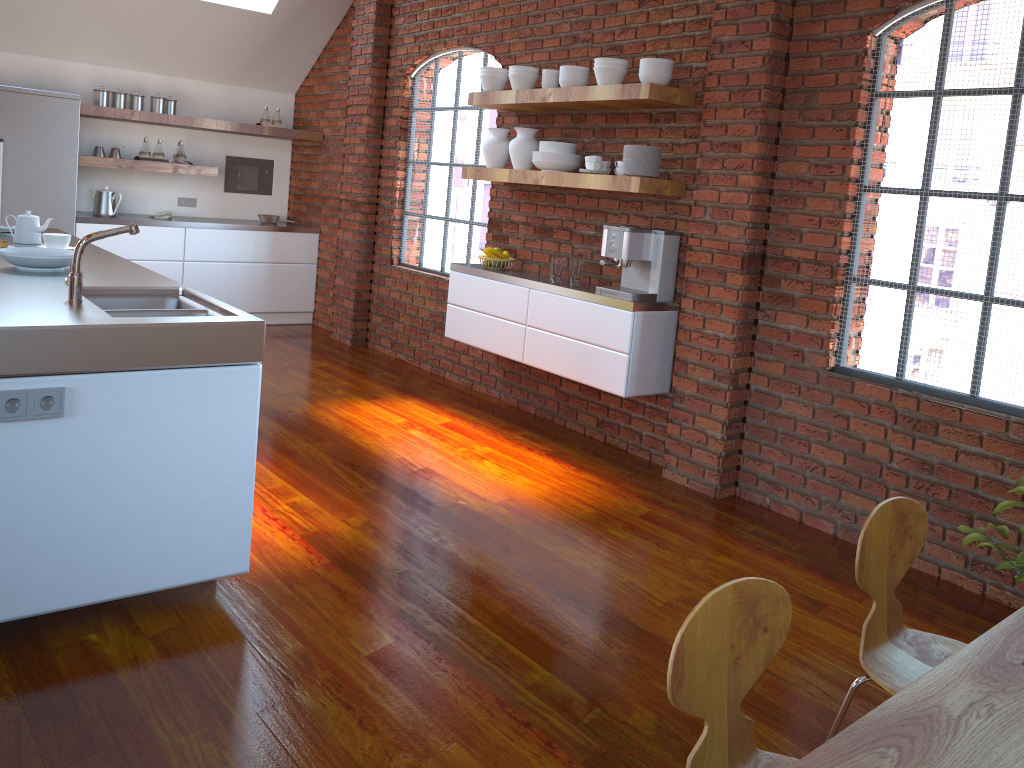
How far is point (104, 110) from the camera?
6.5m

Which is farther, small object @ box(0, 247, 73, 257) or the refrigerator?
the refrigerator

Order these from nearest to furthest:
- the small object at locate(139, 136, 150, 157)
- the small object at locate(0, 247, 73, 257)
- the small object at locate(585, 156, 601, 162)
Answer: the small object at locate(0, 247, 73, 257)
the small object at locate(585, 156, 601, 162)
the small object at locate(139, 136, 150, 157)

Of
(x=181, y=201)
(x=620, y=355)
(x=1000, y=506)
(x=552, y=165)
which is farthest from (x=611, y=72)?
(x=181, y=201)

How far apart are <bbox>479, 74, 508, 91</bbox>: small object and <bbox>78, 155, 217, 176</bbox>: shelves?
3.0m

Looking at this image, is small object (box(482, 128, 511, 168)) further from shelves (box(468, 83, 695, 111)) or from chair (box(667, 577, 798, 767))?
chair (box(667, 577, 798, 767))

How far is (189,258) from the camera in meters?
7.1 m

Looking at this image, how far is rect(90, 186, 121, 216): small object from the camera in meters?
6.8

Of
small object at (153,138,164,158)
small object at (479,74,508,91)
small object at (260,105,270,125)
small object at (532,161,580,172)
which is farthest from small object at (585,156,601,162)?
small object at (153,138,164,158)

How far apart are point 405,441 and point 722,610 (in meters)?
3.36
